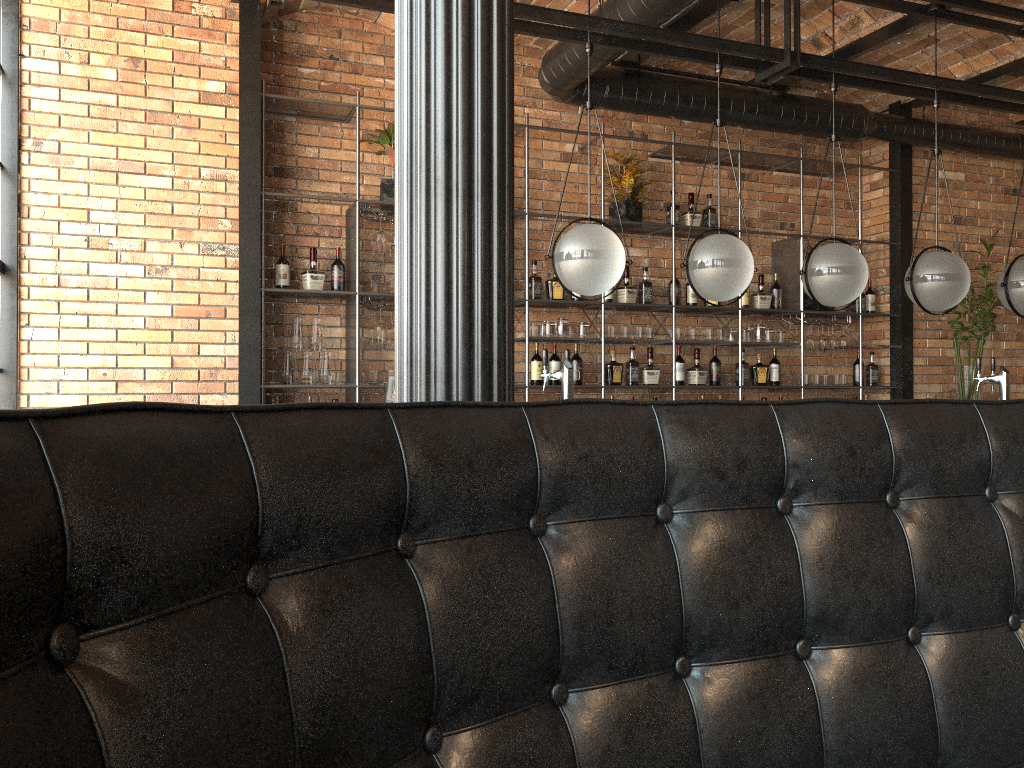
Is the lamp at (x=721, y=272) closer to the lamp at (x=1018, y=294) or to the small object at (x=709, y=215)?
the lamp at (x=1018, y=294)

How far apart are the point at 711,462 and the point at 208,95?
4.81m

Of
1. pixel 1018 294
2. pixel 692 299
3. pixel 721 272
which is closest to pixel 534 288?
pixel 692 299

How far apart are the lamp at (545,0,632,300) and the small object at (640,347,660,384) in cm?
220

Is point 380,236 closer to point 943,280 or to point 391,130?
point 391,130

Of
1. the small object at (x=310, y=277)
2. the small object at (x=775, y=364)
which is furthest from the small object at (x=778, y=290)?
the small object at (x=310, y=277)

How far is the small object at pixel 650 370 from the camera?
6.3 meters

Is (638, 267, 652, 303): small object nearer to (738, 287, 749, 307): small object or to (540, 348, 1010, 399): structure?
(738, 287, 749, 307): small object

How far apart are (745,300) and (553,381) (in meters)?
1.69

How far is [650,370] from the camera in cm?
631
